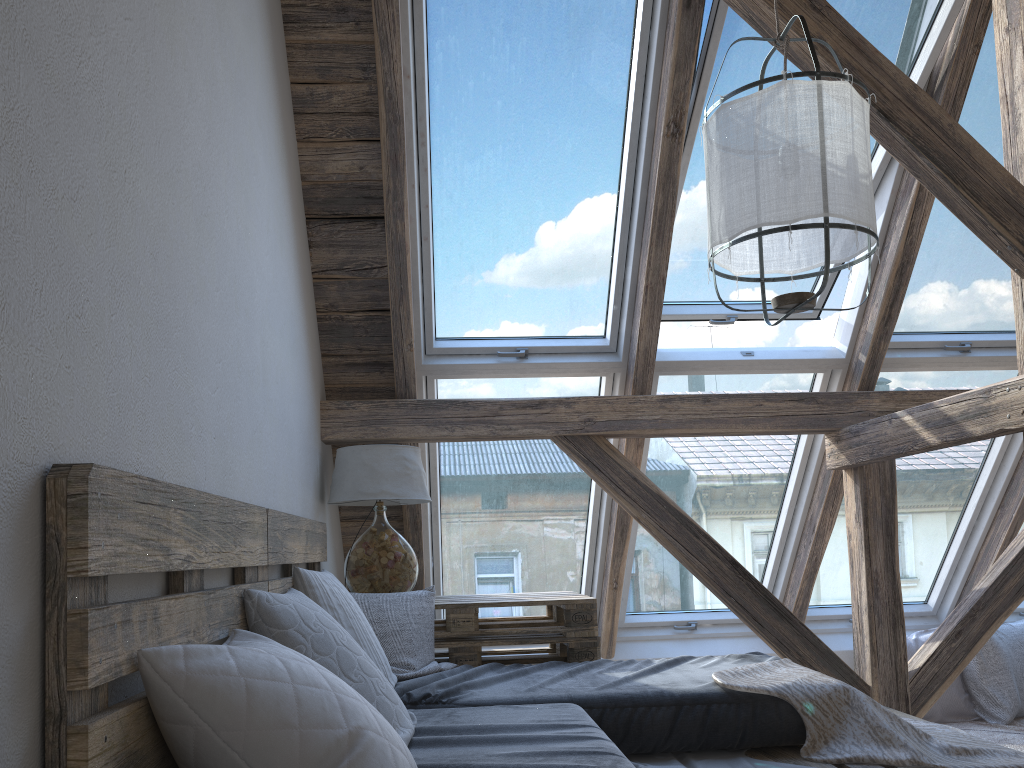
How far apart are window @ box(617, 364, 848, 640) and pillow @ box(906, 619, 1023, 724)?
0.6 meters

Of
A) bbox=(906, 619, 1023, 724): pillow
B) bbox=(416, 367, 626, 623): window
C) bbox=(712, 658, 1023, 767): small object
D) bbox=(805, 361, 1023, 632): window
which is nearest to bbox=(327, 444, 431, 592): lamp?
bbox=(416, 367, 626, 623): window

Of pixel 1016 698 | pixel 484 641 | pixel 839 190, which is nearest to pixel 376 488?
pixel 484 641

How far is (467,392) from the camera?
3.67m

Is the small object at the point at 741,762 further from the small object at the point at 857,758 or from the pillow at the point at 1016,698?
the pillow at the point at 1016,698

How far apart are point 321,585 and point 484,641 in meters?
1.0 m

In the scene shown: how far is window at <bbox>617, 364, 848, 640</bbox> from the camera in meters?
3.8

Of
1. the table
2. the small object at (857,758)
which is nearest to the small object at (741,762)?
the small object at (857,758)

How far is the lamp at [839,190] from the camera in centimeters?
205cm

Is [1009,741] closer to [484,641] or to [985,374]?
[985,374]
